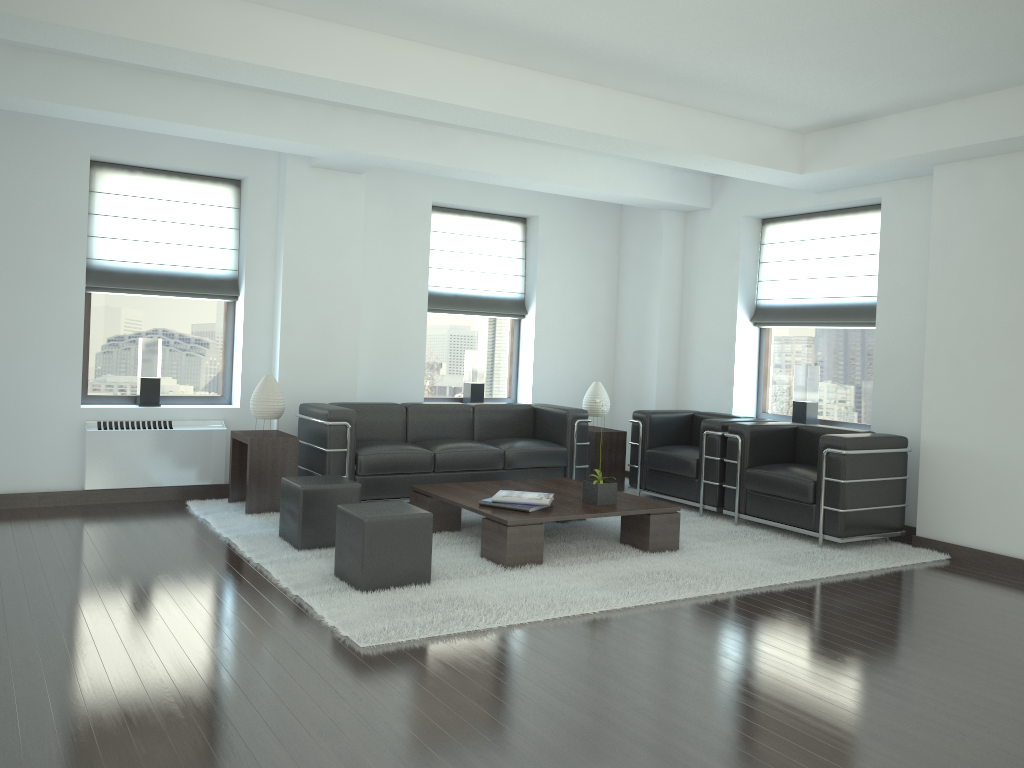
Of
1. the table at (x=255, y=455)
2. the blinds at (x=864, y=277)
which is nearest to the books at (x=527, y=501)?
the table at (x=255, y=455)

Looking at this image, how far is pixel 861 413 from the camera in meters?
10.8 m

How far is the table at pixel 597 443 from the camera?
11.6m

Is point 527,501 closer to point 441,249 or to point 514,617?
point 514,617

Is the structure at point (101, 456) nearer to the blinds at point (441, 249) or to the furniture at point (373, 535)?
the blinds at point (441, 249)

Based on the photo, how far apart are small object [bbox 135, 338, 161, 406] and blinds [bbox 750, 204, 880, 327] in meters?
7.5

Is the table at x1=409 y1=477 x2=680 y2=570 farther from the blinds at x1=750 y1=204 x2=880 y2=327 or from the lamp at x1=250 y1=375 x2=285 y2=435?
the blinds at x1=750 y1=204 x2=880 y2=327

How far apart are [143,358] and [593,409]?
5.6m

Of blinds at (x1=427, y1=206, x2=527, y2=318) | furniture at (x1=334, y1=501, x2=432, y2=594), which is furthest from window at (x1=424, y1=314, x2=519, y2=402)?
furniture at (x1=334, y1=501, x2=432, y2=594)

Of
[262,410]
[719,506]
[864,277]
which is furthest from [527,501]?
[864,277]
